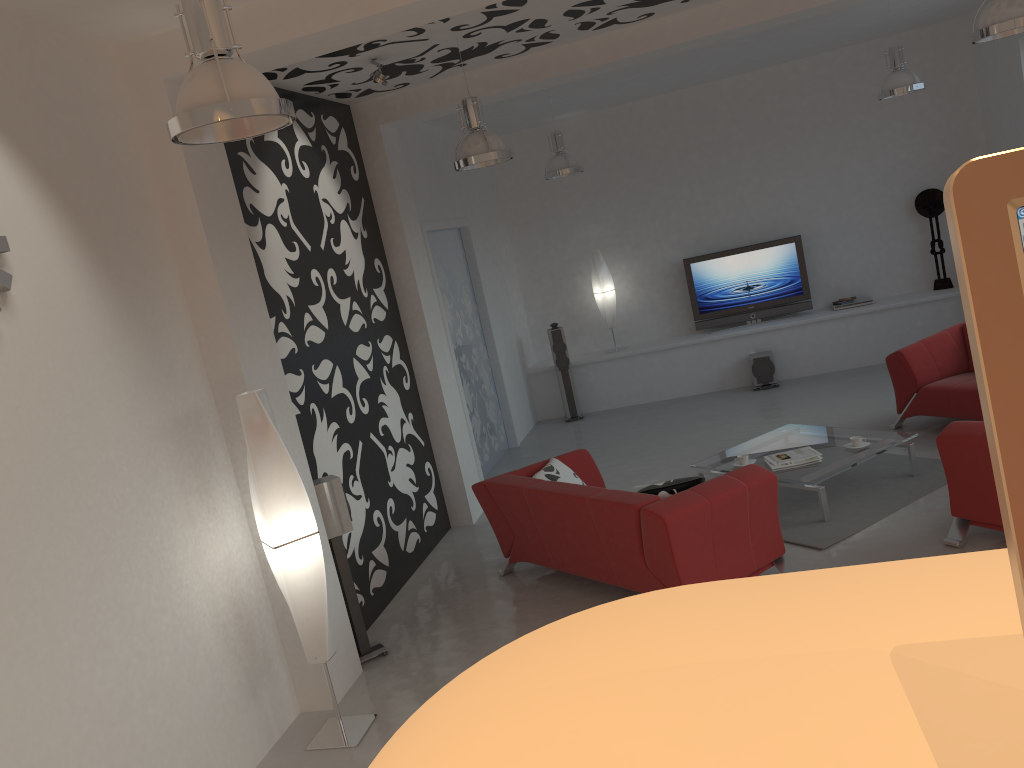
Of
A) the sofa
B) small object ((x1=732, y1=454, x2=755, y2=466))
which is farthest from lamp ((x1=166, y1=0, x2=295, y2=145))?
small object ((x1=732, y1=454, x2=755, y2=466))

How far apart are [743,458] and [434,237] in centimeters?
386cm

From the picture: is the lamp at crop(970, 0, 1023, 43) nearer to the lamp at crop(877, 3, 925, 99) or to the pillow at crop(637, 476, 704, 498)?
the lamp at crop(877, 3, 925, 99)

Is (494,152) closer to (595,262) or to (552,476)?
(552,476)

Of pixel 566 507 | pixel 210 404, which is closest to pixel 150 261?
pixel 210 404

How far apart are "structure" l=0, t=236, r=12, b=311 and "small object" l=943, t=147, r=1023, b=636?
3.55m

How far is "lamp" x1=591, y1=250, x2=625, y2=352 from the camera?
10.6m

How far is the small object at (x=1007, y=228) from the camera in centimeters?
37cm

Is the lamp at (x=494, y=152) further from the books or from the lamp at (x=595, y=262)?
the lamp at (x=595, y=262)

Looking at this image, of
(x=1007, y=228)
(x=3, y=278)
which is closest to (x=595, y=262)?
(x=3, y=278)
